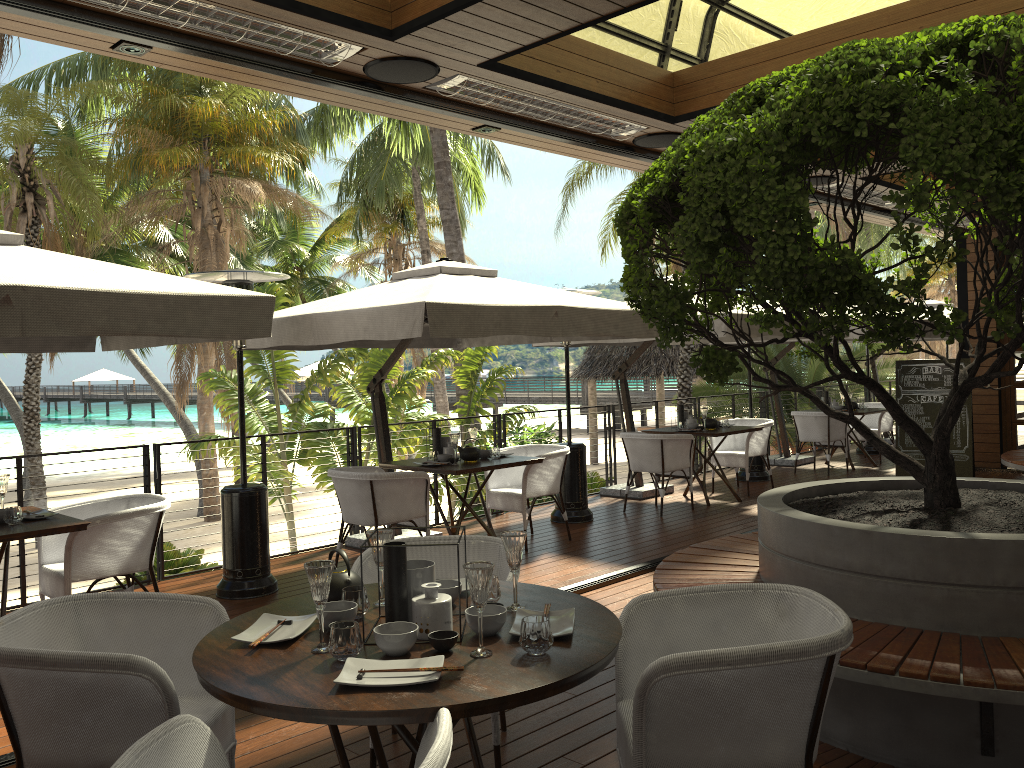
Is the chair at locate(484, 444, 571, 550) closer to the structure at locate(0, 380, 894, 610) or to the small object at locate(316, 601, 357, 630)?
the structure at locate(0, 380, 894, 610)

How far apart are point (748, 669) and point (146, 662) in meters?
1.6

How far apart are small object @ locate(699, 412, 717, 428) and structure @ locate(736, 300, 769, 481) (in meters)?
1.75

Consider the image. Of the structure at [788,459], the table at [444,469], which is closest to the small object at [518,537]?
the table at [444,469]

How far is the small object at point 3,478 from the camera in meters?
4.7

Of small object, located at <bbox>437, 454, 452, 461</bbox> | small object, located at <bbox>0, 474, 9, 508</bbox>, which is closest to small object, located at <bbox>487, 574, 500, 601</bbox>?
small object, located at <bbox>0, 474, 9, 508</bbox>

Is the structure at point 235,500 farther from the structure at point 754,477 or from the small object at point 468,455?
the structure at point 754,477

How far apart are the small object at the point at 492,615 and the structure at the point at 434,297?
2.9 meters

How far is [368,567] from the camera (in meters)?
3.42

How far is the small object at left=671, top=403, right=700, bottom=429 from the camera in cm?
932
